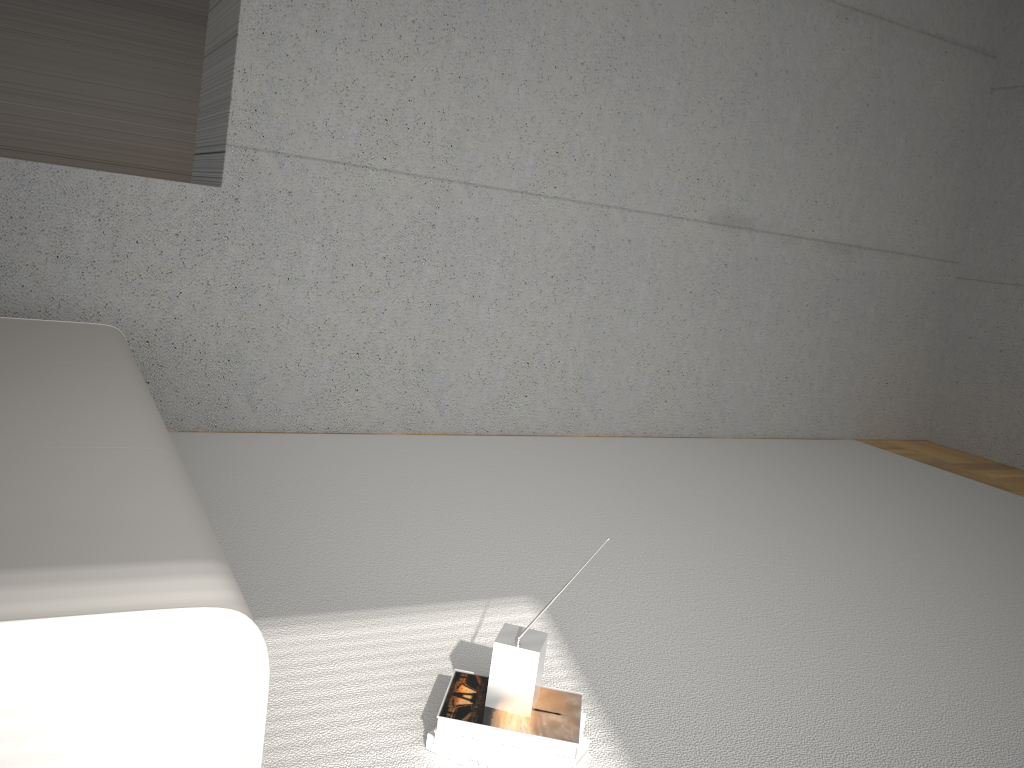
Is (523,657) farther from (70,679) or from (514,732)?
(70,679)

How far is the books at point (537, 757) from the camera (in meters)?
1.66

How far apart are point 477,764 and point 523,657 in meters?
0.2 m

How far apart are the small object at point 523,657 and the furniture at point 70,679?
0.6m

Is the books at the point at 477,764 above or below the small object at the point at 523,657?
below

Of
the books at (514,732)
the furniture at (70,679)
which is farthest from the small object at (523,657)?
the furniture at (70,679)

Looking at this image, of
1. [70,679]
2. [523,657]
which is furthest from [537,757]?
[70,679]

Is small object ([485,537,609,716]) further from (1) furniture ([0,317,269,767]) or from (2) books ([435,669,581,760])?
(1) furniture ([0,317,269,767])

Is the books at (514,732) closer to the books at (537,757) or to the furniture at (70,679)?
the books at (537,757)

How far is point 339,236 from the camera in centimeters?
380cm
